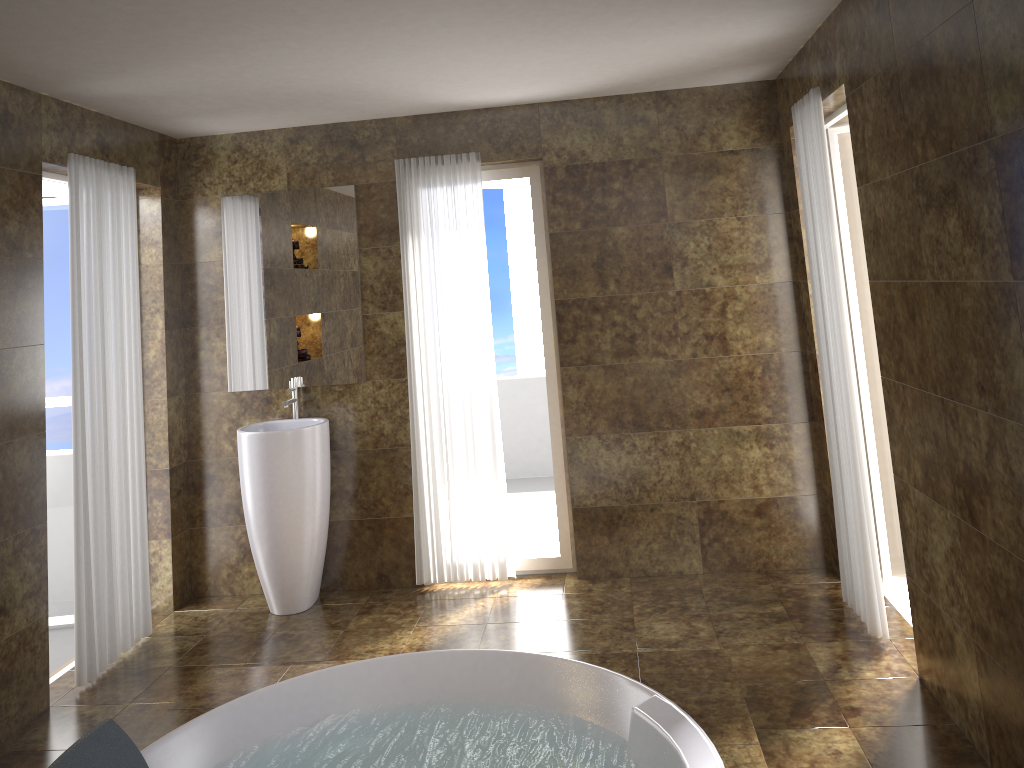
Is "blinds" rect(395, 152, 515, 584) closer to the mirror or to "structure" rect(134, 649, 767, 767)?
the mirror

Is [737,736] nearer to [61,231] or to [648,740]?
[648,740]

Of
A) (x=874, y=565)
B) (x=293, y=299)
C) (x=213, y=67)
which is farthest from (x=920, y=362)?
(x=293, y=299)

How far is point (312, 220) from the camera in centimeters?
470cm

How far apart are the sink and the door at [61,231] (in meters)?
0.95

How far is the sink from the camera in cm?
440

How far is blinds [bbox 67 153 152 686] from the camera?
3.8m

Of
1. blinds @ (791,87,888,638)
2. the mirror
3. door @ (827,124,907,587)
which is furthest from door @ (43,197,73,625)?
door @ (827,124,907,587)

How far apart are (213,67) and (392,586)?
2.8m

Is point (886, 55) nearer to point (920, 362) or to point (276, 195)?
point (920, 362)
